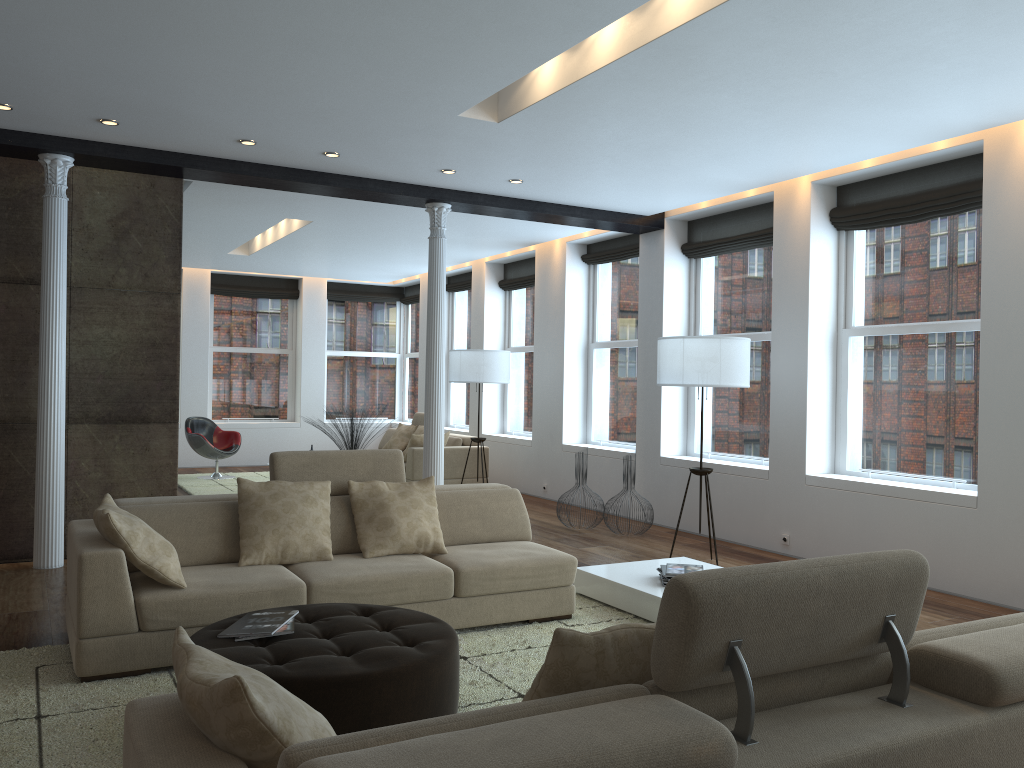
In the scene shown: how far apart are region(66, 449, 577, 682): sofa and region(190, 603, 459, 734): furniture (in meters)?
0.40

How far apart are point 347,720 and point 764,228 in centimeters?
614cm

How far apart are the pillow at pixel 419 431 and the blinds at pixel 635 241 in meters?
3.1

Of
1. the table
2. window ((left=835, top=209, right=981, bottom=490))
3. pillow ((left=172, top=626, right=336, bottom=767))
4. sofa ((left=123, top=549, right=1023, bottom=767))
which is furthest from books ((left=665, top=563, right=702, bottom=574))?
pillow ((left=172, top=626, right=336, bottom=767))

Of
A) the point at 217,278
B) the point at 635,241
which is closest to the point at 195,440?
the point at 217,278

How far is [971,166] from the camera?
6.1 meters

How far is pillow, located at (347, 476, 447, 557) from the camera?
4.86m

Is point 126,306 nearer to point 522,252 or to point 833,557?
point 522,252

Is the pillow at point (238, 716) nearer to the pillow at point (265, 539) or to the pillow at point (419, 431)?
the pillow at point (265, 539)

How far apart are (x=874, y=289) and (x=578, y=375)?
4.0 meters
